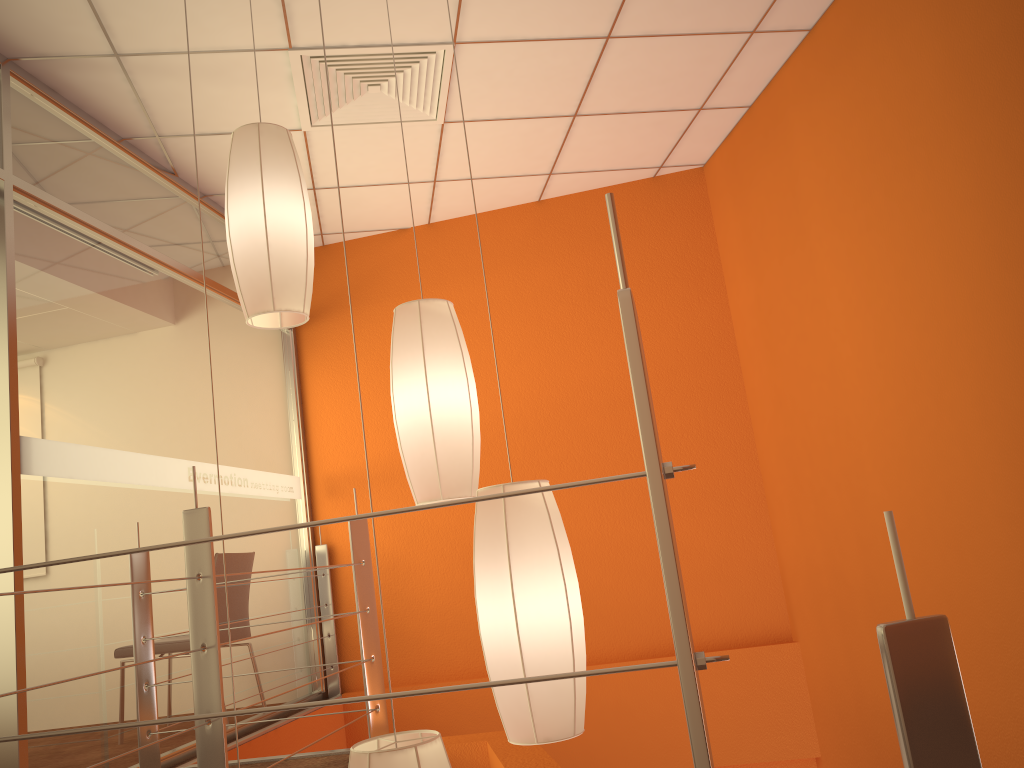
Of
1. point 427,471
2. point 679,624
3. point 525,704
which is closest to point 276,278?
point 427,471

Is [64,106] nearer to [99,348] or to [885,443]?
[99,348]

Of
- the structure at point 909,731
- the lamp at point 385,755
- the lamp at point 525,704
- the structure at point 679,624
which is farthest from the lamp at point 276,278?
the structure at point 909,731

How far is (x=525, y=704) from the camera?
1.5 meters

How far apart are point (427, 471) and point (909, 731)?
1.2 meters

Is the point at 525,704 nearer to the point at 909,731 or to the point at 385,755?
the point at 385,755

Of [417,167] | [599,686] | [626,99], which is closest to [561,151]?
[626,99]

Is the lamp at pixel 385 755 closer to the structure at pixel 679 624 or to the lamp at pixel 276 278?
the structure at pixel 679 624

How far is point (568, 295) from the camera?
4.8 meters

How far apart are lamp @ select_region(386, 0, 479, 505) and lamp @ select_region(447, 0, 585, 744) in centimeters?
27cm
